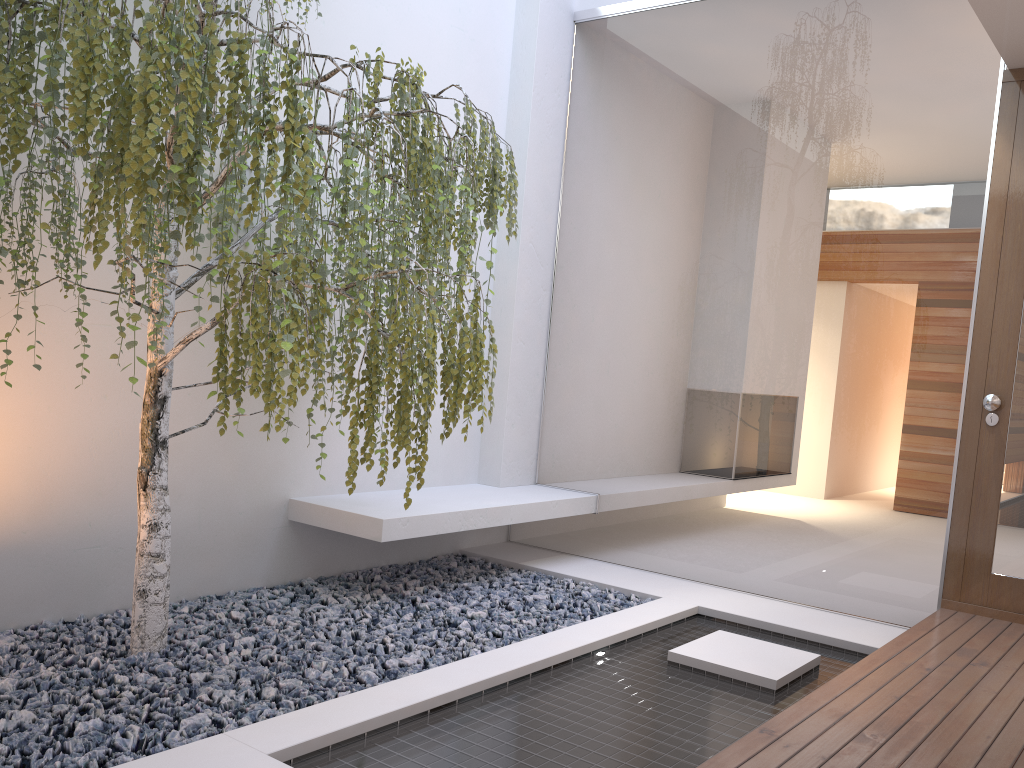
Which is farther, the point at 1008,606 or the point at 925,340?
the point at 925,340

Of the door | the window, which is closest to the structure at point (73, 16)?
the window

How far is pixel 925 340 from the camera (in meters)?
3.70

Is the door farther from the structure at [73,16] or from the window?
the structure at [73,16]

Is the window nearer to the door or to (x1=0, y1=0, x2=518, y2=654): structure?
the door

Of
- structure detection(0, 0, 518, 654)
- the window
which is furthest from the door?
structure detection(0, 0, 518, 654)

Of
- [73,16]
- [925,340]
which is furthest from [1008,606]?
[73,16]

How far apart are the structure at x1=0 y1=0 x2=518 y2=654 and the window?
1.3m

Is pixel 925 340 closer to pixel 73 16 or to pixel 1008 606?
pixel 1008 606

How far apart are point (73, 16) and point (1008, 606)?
3.8 meters
